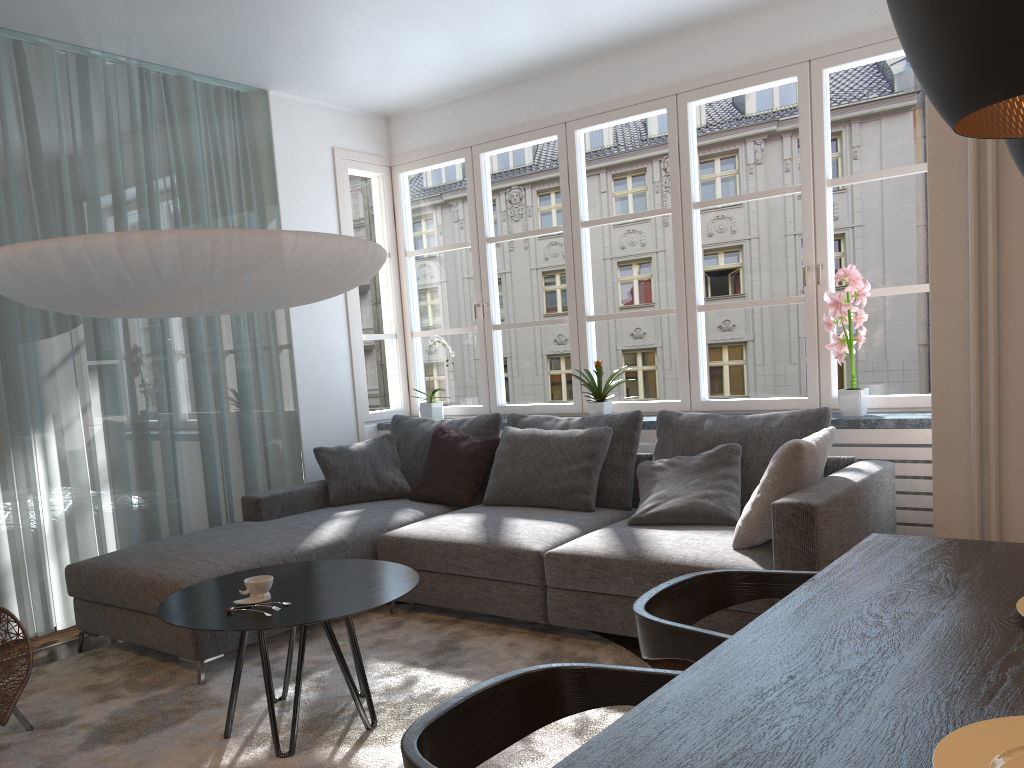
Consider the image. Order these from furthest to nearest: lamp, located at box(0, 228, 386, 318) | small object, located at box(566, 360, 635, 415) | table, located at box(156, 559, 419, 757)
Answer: small object, located at box(566, 360, 635, 415)
lamp, located at box(0, 228, 386, 318)
table, located at box(156, 559, 419, 757)

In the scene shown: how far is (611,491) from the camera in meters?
4.2 m

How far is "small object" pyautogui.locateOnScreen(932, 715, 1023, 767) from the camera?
1.0 meters

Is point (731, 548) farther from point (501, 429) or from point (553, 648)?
point (501, 429)

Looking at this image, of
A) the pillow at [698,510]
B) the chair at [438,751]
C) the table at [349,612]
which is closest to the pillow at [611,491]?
the pillow at [698,510]

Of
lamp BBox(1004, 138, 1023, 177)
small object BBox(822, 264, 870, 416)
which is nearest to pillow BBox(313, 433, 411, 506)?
small object BBox(822, 264, 870, 416)

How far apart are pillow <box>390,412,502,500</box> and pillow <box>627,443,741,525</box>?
1.03m

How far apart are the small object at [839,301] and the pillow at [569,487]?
1.08m

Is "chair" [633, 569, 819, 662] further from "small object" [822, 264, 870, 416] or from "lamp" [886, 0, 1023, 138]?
"small object" [822, 264, 870, 416]

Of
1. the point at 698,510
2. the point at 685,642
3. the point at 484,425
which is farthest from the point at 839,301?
the point at 685,642
